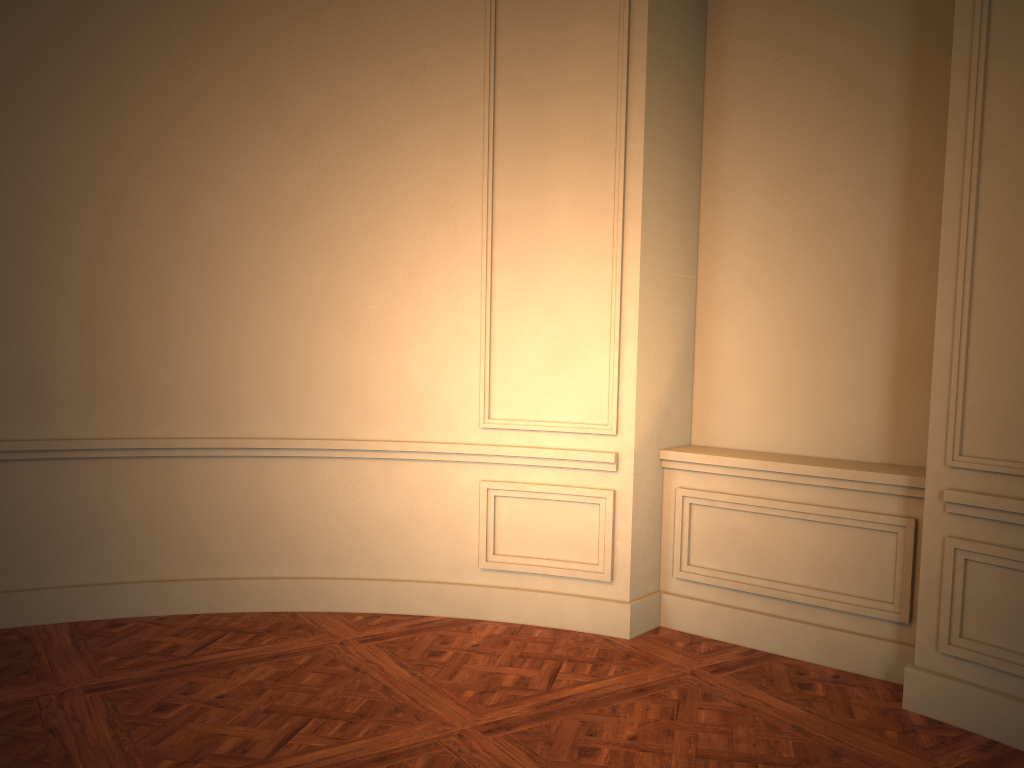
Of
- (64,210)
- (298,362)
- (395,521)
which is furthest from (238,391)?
(64,210)
